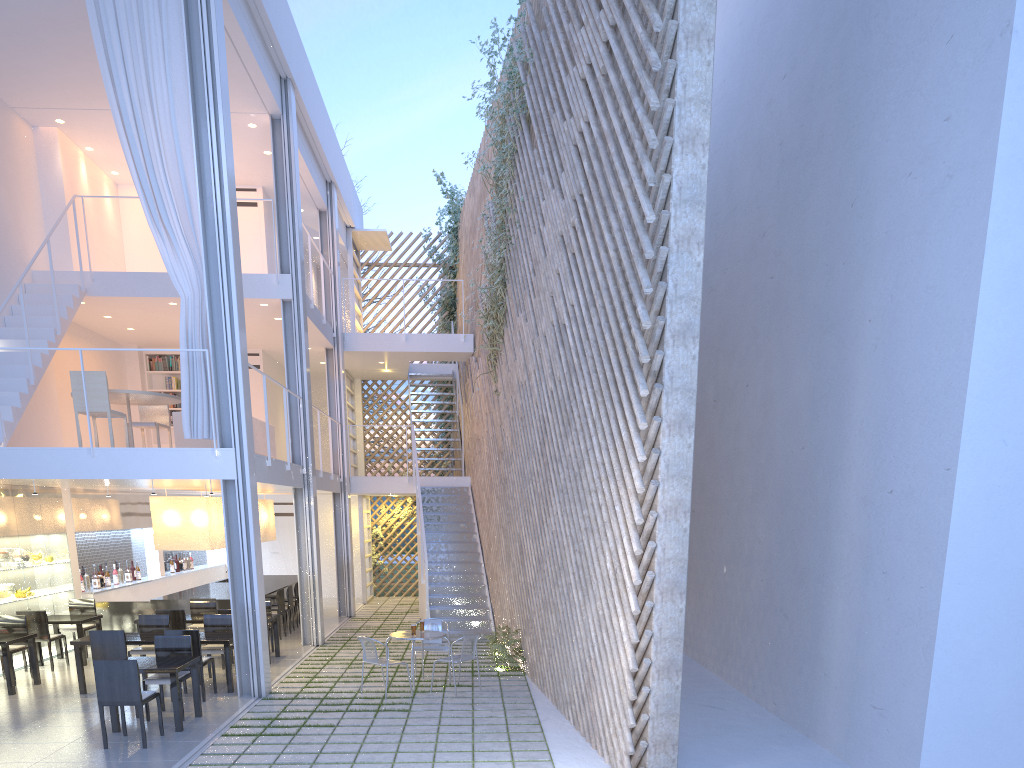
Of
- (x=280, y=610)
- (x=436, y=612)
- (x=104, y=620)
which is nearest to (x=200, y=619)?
(x=280, y=610)

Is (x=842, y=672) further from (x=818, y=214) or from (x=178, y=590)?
(x=178, y=590)

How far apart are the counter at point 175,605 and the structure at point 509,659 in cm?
242

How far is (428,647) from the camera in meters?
5.1

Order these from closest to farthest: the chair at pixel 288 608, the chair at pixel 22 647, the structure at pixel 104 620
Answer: the chair at pixel 22 647, the structure at pixel 104 620, the chair at pixel 288 608

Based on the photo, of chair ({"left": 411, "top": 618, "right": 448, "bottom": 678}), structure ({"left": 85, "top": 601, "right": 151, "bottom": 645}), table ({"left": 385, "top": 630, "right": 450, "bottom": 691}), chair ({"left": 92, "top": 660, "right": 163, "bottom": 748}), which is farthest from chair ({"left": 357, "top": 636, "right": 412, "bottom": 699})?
structure ({"left": 85, "top": 601, "right": 151, "bottom": 645})

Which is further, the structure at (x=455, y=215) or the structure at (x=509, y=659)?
the structure at (x=455, y=215)

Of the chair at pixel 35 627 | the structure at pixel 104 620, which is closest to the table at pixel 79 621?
the chair at pixel 35 627

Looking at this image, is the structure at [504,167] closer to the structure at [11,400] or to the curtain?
the curtain

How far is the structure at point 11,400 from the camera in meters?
5.3
